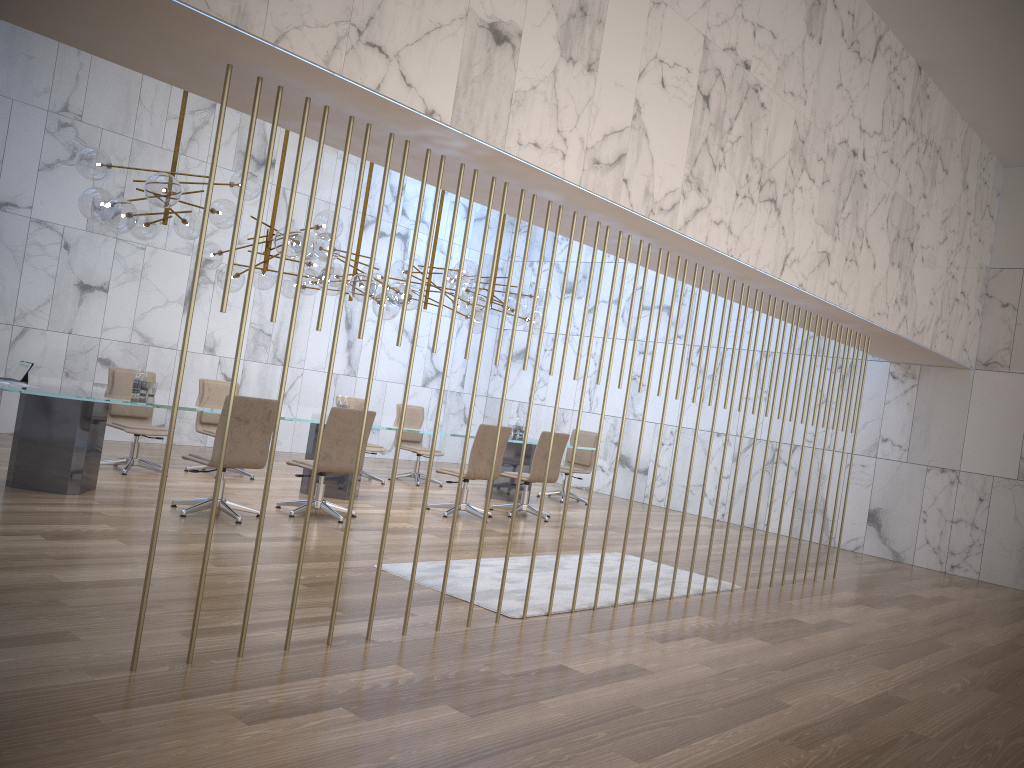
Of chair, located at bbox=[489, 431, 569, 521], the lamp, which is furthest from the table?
the lamp

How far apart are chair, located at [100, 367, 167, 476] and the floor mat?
3.74m

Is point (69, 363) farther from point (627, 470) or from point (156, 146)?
point (627, 470)

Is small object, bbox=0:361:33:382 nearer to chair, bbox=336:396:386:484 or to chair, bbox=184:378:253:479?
chair, bbox=184:378:253:479

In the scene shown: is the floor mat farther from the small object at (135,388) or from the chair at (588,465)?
the chair at (588,465)

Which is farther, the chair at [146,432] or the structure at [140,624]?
the chair at [146,432]

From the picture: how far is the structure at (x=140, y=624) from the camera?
3.5 meters

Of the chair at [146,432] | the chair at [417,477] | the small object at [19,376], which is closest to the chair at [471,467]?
the chair at [417,477]

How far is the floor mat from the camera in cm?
572

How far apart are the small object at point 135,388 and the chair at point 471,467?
3.1m
